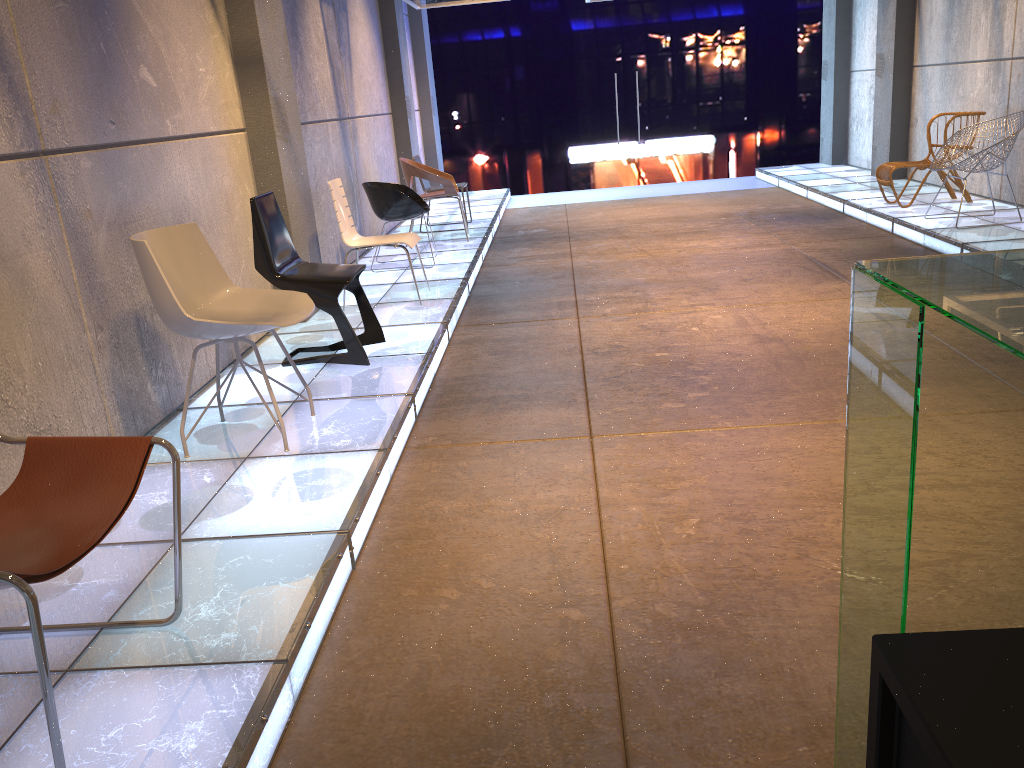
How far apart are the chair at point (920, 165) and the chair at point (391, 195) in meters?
4.3

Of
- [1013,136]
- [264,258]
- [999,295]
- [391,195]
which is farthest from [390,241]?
[999,295]

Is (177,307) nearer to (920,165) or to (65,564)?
(65,564)

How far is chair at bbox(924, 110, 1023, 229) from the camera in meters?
6.6 m

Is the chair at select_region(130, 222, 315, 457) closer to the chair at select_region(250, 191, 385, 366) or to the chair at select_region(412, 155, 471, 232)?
the chair at select_region(250, 191, 385, 366)

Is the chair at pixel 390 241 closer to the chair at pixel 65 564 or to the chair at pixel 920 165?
the chair at pixel 65 564

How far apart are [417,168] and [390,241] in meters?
2.6

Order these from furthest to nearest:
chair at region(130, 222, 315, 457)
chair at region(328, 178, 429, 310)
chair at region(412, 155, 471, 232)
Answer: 1. chair at region(412, 155, 471, 232)
2. chair at region(328, 178, 429, 310)
3. chair at region(130, 222, 315, 457)

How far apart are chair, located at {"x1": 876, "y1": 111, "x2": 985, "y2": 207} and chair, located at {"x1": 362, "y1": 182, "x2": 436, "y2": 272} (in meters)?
4.30

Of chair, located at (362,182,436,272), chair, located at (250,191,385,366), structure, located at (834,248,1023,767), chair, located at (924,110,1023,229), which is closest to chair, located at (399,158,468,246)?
chair, located at (362,182,436,272)
